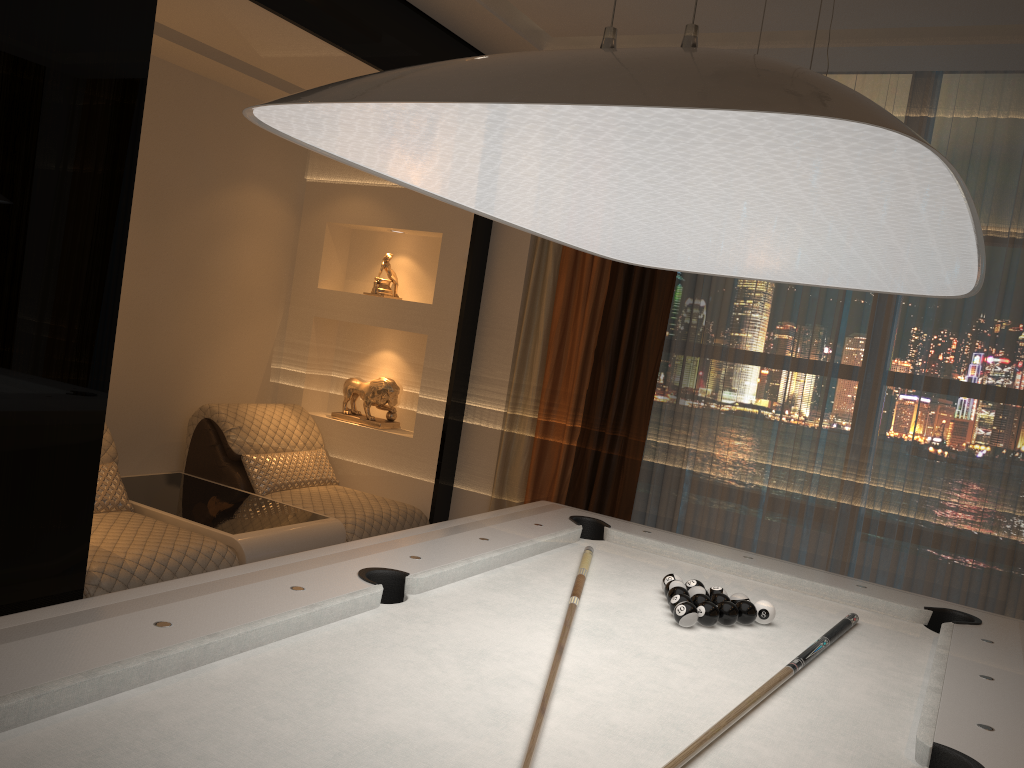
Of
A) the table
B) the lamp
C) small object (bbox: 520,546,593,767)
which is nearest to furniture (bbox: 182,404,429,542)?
the table

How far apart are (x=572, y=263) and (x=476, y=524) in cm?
195

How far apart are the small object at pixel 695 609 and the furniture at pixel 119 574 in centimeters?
172cm

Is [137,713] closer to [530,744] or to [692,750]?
[530,744]

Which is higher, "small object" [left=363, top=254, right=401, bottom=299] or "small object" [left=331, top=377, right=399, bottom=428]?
"small object" [left=363, top=254, right=401, bottom=299]

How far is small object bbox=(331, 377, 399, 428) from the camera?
4.65m

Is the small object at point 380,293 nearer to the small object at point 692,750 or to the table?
the table

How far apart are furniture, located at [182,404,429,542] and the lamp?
2.08m

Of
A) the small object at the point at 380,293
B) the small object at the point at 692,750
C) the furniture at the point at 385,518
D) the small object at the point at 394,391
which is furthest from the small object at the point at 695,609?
the small object at the point at 380,293

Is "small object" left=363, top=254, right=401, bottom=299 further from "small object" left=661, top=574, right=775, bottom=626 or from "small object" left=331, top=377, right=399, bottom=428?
"small object" left=661, top=574, right=775, bottom=626
